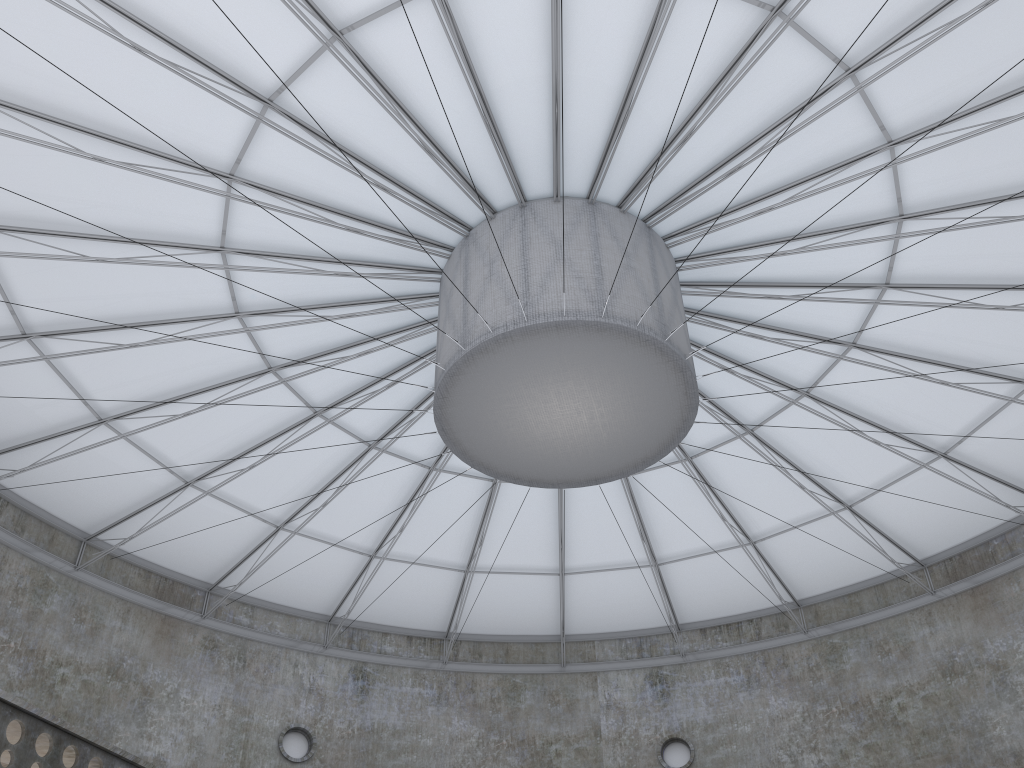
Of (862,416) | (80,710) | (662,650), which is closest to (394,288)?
(862,416)

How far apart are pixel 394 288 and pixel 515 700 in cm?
2160

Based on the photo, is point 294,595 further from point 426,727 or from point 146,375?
point 146,375
